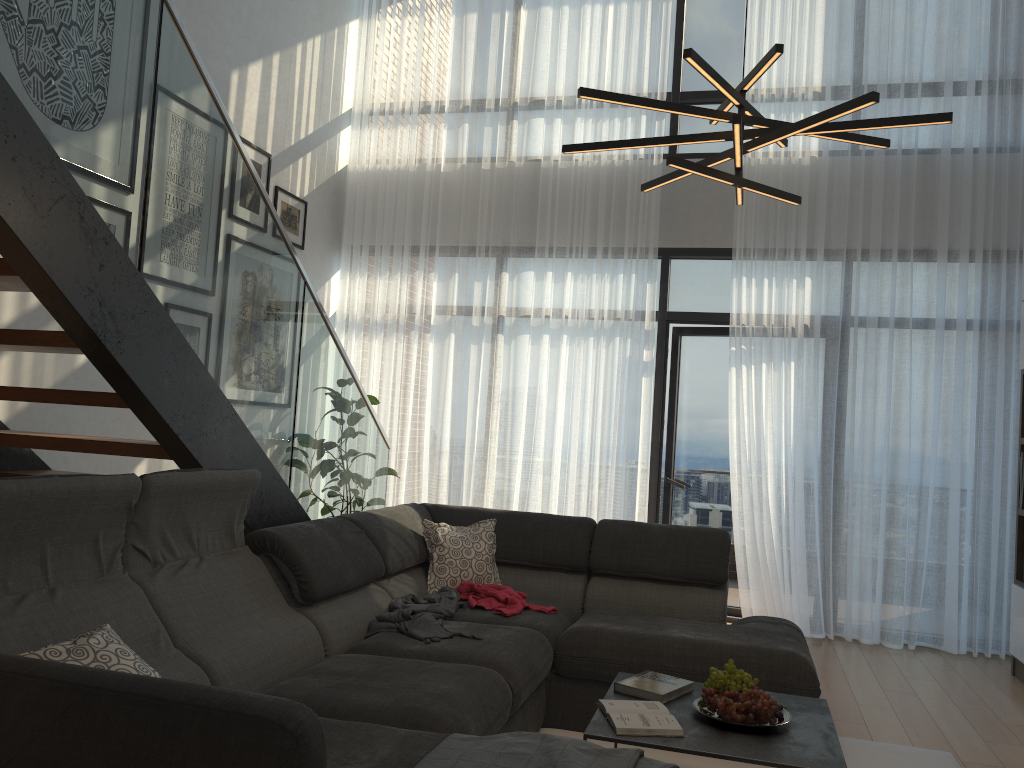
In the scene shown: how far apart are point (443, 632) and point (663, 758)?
0.9 meters

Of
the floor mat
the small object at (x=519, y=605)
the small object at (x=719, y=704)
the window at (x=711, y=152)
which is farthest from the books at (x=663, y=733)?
the window at (x=711, y=152)

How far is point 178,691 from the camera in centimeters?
165cm

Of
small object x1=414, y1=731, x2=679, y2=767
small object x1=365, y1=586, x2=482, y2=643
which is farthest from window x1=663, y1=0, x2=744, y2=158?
small object x1=414, y1=731, x2=679, y2=767

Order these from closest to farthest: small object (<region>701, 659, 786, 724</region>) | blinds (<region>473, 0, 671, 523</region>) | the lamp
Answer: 1. the lamp
2. small object (<region>701, 659, 786, 724</region>)
3. blinds (<region>473, 0, 671, 523</region>)

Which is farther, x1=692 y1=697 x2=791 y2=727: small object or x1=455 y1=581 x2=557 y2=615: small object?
x1=455 y1=581 x2=557 y2=615: small object

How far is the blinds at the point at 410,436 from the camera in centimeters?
624cm

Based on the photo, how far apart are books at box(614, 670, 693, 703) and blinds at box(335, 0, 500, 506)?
3.1 meters

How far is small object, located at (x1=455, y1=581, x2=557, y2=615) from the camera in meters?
3.7

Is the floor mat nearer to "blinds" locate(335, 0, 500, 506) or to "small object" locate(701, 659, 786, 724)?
"small object" locate(701, 659, 786, 724)
